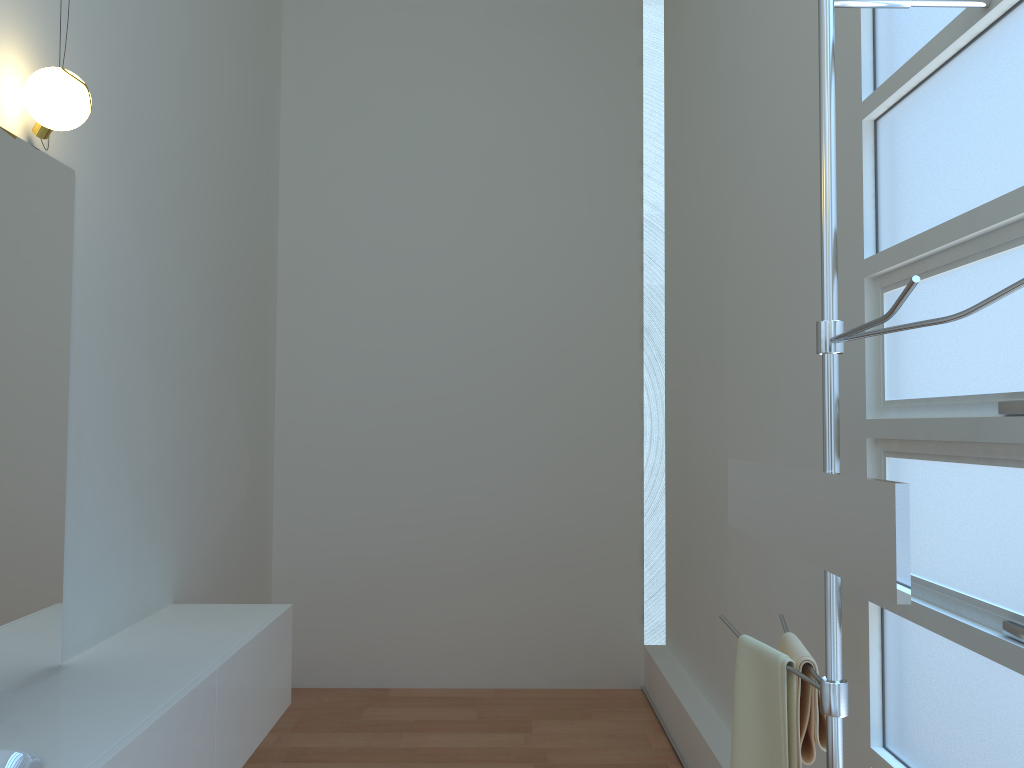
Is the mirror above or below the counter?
above

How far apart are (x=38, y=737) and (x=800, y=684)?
1.6 meters

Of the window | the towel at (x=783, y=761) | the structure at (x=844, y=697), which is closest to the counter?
the towel at (x=783, y=761)

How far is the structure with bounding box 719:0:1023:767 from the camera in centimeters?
156cm

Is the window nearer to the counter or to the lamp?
the counter

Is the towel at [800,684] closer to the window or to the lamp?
the window

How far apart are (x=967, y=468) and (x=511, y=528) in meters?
3.3

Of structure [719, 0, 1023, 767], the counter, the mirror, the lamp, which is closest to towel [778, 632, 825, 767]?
structure [719, 0, 1023, 767]

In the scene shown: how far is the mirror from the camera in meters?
1.3

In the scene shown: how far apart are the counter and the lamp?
1.4m
